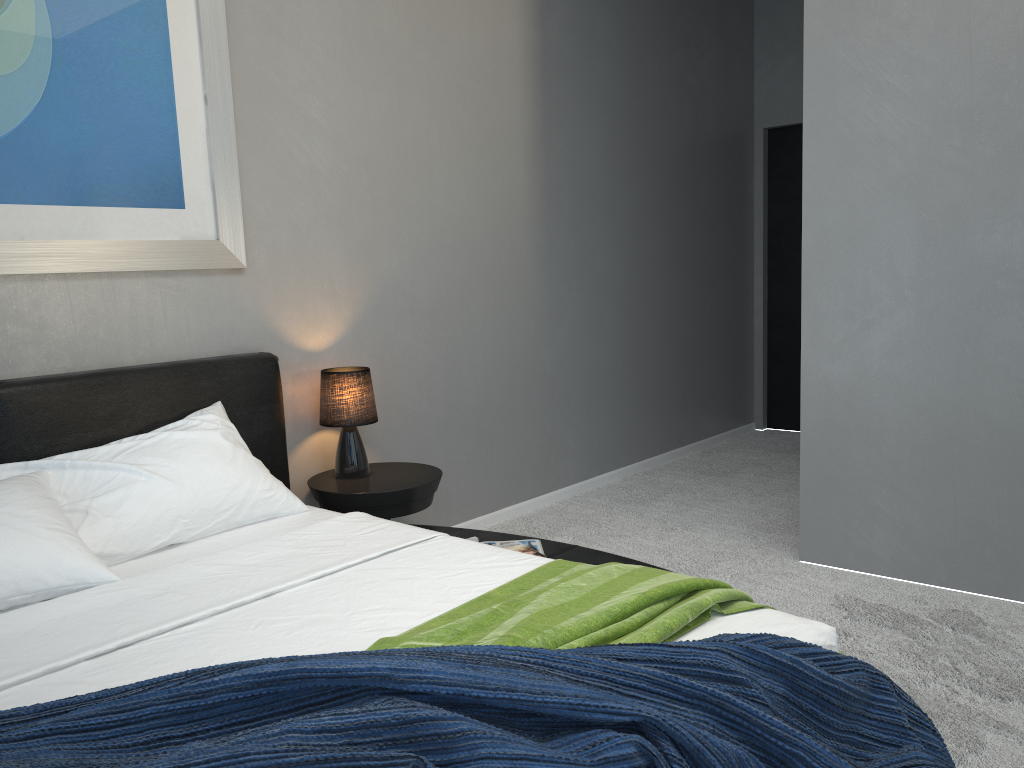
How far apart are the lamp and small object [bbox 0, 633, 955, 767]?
1.8m

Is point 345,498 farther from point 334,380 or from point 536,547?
point 536,547

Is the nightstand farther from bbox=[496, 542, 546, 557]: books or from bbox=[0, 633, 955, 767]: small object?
bbox=[0, 633, 955, 767]: small object

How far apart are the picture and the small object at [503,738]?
1.5 meters

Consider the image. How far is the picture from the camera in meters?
2.5

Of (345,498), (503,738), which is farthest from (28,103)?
(503,738)

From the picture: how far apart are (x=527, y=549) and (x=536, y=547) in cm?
6

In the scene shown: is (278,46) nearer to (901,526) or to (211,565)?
(211,565)

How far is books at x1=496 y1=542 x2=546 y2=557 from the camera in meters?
2.8 m

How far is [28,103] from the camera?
2.52m
